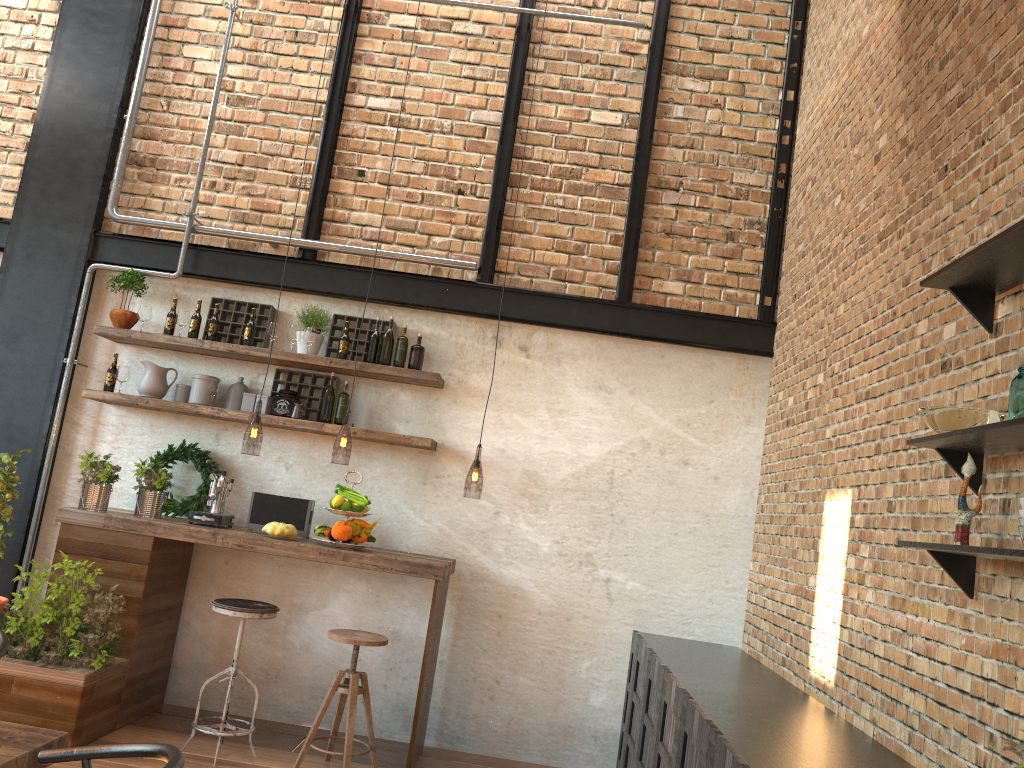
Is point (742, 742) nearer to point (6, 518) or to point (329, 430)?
point (329, 430)

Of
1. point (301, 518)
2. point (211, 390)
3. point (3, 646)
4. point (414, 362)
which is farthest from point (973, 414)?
point (211, 390)

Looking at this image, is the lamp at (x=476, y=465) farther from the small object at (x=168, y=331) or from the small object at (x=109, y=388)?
the small object at (x=109, y=388)

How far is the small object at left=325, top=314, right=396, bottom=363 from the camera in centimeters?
550cm

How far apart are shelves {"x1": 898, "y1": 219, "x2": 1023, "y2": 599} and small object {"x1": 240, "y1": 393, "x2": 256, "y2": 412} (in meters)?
3.91

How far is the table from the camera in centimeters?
210cm

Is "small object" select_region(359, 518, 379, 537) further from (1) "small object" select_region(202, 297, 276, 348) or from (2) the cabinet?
(2) the cabinet

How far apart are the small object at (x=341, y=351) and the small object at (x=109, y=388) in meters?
1.4 m

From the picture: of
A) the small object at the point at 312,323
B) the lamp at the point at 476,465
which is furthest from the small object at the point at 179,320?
the lamp at the point at 476,465

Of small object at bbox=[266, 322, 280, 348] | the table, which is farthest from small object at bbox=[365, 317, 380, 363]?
the table
